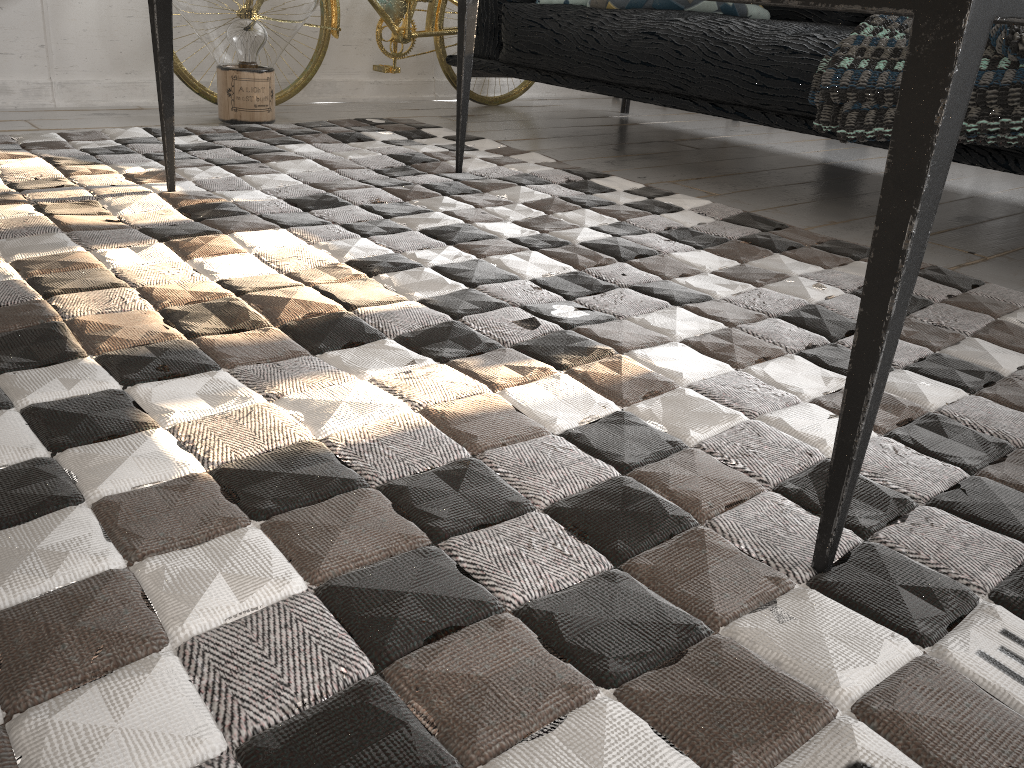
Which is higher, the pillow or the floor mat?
the pillow

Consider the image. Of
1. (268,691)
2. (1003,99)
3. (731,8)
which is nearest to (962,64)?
(268,691)

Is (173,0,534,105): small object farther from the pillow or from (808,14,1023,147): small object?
(808,14,1023,147): small object

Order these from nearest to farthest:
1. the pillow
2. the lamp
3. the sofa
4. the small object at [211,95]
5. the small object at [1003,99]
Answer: the small object at [1003,99]
the sofa
the lamp
the pillow
the small object at [211,95]

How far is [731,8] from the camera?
2.5m

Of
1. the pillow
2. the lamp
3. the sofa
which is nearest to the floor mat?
the lamp

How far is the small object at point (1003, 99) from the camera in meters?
1.6 m

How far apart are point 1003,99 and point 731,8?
1.1 meters

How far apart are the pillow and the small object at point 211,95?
0.7m

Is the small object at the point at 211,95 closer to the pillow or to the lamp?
the lamp
